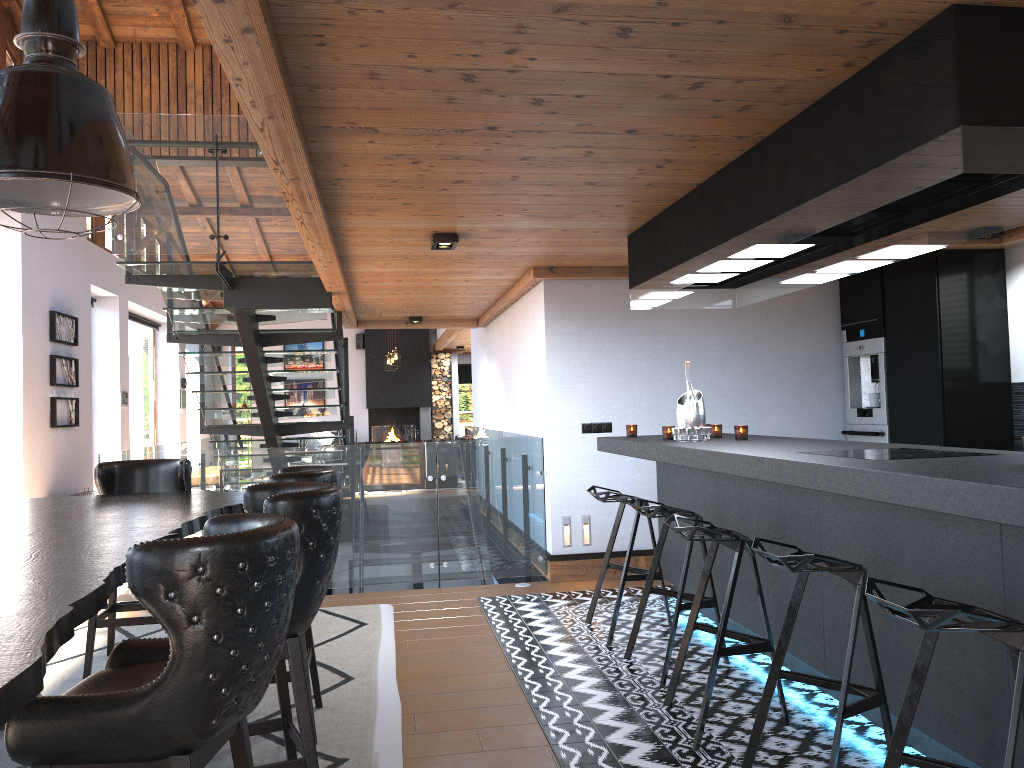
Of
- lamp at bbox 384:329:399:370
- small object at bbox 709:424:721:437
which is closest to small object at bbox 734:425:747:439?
small object at bbox 709:424:721:437

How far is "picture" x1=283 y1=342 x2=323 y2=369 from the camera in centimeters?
1990cm

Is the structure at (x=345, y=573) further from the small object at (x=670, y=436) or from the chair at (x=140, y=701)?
the chair at (x=140, y=701)

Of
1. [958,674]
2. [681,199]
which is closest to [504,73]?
[681,199]

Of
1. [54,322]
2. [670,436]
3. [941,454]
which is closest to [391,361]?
[54,322]

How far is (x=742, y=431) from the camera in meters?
4.9 m

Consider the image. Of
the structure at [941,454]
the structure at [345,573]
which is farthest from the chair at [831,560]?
the structure at [345,573]

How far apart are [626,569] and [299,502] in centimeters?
271cm

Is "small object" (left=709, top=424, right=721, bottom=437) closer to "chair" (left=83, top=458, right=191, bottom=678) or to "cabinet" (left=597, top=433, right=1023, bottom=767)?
"cabinet" (left=597, top=433, right=1023, bottom=767)

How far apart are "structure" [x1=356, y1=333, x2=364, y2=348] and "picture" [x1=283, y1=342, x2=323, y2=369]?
0.9 meters
